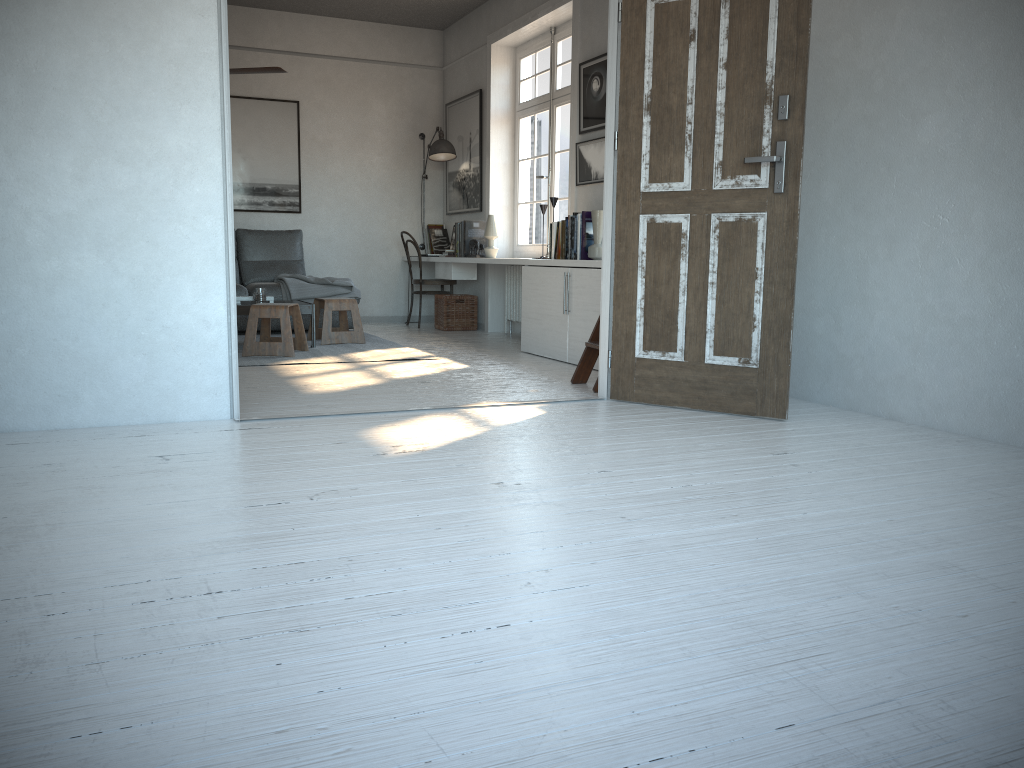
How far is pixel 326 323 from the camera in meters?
6.7 m

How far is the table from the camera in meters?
6.2

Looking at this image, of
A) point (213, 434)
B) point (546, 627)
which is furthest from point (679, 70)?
point (546, 627)

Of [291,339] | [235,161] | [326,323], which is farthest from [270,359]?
[235,161]

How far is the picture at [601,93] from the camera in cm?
604

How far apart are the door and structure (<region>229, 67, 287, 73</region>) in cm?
284

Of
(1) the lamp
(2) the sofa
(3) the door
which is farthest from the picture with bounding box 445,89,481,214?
(3) the door

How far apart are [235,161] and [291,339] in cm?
312

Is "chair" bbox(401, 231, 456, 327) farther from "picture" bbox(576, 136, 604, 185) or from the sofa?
"picture" bbox(576, 136, 604, 185)

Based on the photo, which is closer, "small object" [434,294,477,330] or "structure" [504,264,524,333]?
"structure" [504,264,524,333]
